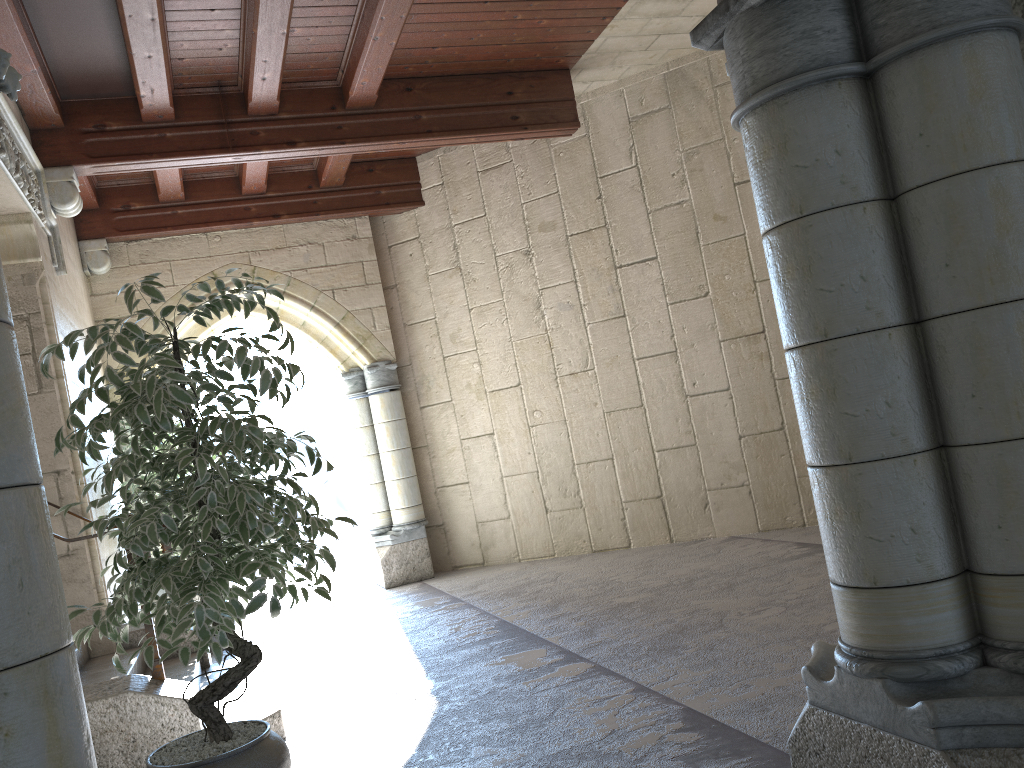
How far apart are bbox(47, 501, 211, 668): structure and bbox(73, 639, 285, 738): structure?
0.0 meters

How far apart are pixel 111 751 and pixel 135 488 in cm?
278

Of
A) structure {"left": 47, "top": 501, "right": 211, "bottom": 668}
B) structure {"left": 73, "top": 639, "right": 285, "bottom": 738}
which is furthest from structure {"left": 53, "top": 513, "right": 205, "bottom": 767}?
structure {"left": 47, "top": 501, "right": 211, "bottom": 668}

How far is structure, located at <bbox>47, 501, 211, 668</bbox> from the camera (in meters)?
4.44

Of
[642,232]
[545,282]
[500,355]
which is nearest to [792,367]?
[642,232]

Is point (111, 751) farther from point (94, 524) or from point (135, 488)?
point (135, 488)

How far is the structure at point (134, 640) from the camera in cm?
444

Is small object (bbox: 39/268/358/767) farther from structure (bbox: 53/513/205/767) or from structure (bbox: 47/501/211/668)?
structure (bbox: 47/501/211/668)

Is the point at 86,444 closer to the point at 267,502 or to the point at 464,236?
the point at 267,502

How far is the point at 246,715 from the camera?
3.4m
